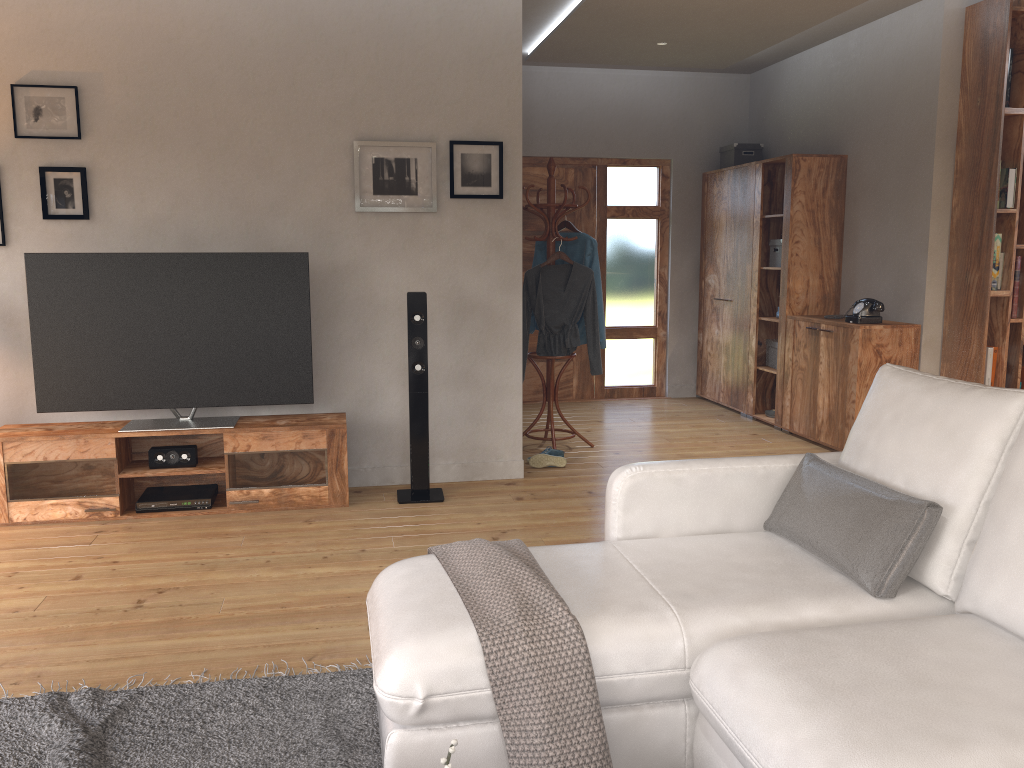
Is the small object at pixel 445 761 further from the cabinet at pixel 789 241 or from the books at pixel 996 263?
the cabinet at pixel 789 241

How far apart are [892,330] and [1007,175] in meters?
1.1

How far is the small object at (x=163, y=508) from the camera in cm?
439

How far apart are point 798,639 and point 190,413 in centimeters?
351cm

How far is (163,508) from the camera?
4.4m

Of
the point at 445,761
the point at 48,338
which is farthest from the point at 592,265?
the point at 445,761

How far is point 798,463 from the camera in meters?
2.8

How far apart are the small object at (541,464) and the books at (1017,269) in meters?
2.8 m

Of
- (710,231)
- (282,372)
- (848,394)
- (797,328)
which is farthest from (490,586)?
(710,231)

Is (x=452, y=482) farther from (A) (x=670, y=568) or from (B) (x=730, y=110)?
(B) (x=730, y=110)
